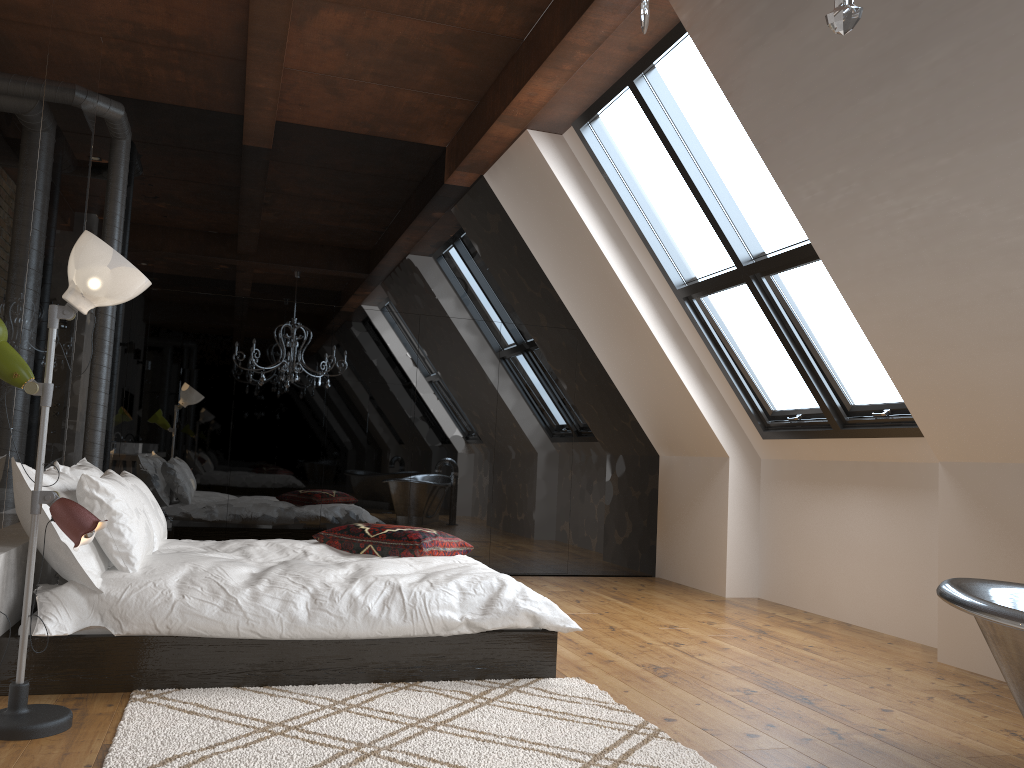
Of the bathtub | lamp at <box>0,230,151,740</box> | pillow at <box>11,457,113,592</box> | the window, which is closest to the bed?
pillow at <box>11,457,113,592</box>

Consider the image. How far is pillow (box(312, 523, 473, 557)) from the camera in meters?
4.4 m

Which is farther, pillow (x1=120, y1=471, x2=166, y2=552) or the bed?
pillow (x1=120, y1=471, x2=166, y2=552)

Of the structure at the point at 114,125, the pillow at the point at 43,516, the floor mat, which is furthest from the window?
the pillow at the point at 43,516

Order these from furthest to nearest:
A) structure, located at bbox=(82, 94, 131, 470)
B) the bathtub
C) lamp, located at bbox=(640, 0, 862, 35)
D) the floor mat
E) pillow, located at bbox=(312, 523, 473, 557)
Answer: structure, located at bbox=(82, 94, 131, 470), pillow, located at bbox=(312, 523, 473, 557), the floor mat, the bathtub, lamp, located at bbox=(640, 0, 862, 35)

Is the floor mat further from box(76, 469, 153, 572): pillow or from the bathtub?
the bathtub

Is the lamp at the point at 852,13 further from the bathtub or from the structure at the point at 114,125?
the structure at the point at 114,125

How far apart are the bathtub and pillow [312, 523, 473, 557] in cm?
240

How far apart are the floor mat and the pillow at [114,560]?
0.5m

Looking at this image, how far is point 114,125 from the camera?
5.82m
